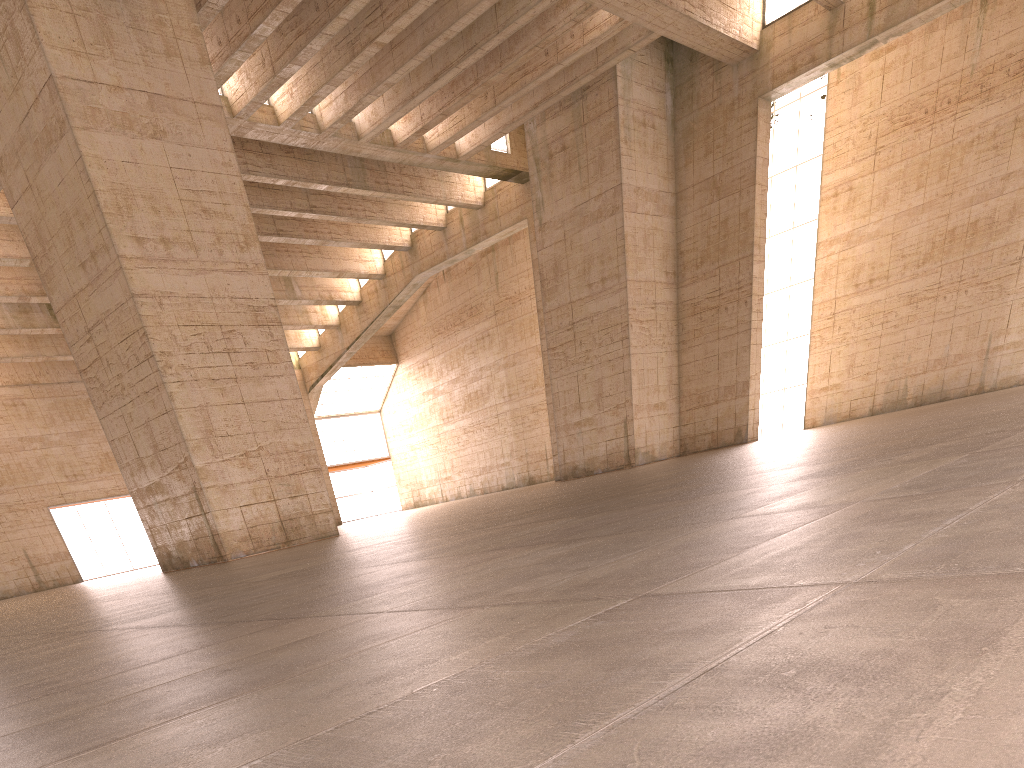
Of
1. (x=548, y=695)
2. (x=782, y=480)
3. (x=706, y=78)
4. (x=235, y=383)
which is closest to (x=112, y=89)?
(x=235, y=383)
